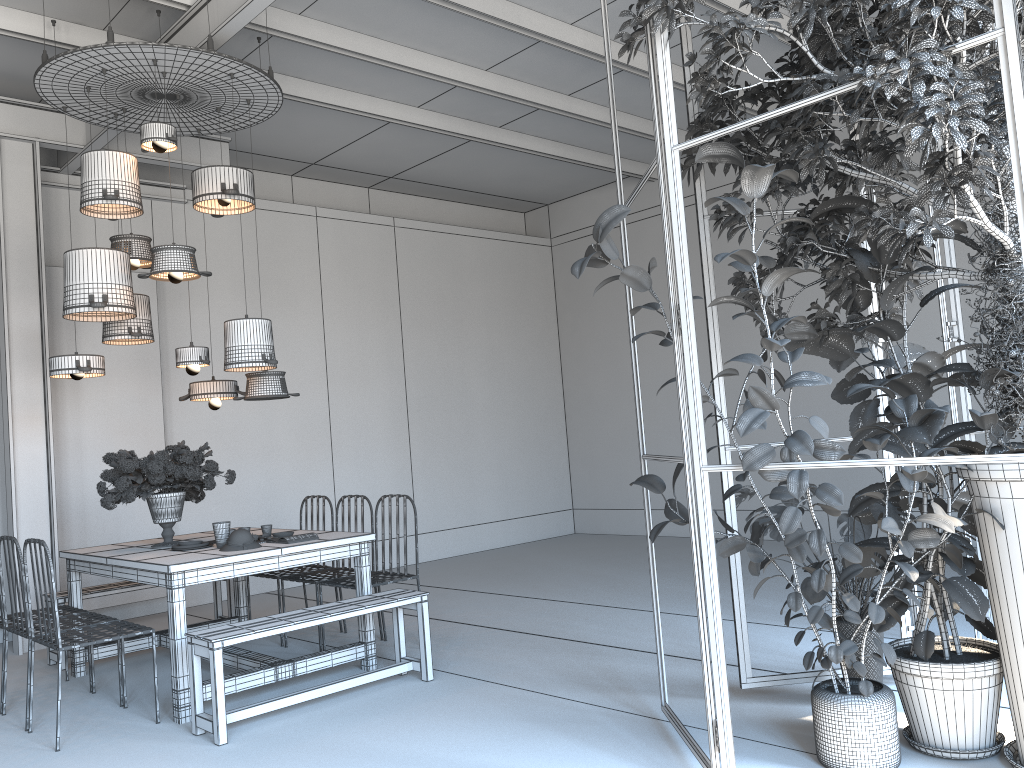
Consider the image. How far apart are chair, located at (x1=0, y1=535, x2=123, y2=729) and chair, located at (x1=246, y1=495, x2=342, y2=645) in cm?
126

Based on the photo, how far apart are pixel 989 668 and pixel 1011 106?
1.98m

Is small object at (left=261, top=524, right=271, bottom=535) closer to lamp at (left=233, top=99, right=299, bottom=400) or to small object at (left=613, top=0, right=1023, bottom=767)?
lamp at (left=233, top=99, right=299, bottom=400)

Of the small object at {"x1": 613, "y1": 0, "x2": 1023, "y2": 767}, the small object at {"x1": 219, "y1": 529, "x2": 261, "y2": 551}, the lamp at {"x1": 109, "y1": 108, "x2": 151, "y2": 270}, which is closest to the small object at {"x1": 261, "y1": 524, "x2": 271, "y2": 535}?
the small object at {"x1": 219, "y1": 529, "x2": 261, "y2": 551}

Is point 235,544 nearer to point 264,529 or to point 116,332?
point 264,529

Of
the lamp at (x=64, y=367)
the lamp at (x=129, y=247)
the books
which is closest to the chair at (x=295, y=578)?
the books

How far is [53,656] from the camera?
5.93m

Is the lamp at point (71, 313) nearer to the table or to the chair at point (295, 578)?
the table

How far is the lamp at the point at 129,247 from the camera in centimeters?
570cm

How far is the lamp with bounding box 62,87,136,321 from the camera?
5.2m
